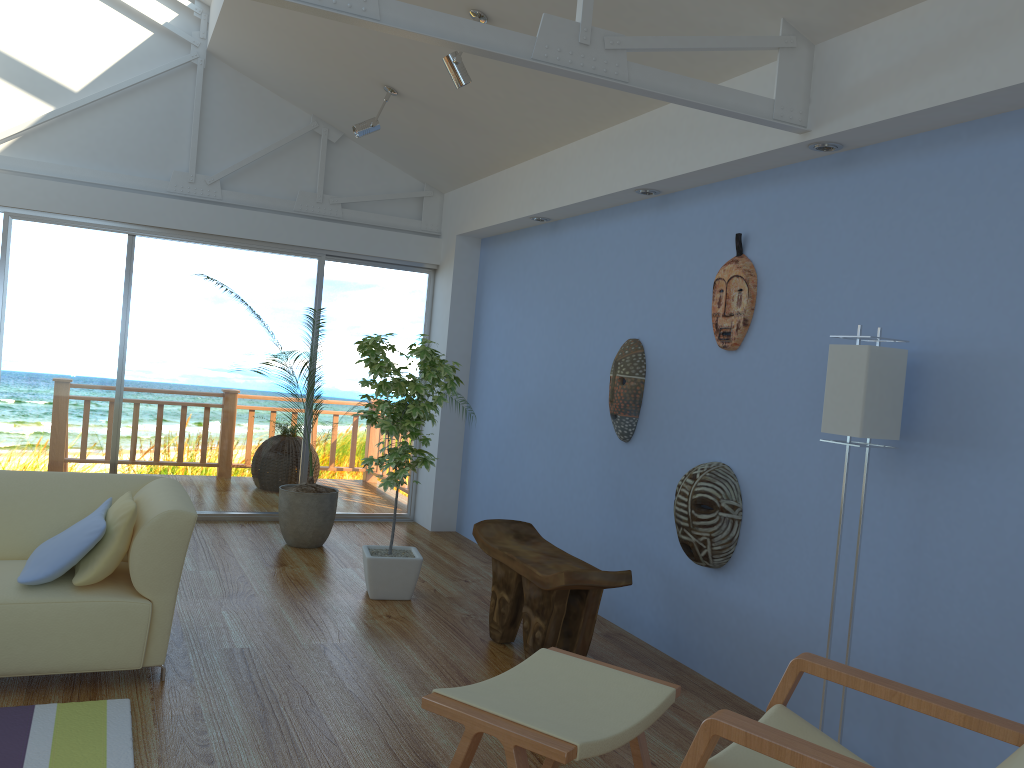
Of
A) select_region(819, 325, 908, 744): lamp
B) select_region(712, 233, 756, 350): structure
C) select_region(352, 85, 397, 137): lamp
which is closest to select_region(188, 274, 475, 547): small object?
select_region(352, 85, 397, 137): lamp

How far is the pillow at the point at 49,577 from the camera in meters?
3.1

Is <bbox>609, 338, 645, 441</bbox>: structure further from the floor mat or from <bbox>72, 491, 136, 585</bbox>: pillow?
the floor mat

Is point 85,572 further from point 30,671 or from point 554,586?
point 554,586

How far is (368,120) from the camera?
5.3m

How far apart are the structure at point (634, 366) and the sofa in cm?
210

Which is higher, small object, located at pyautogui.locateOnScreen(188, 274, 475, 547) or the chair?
the chair

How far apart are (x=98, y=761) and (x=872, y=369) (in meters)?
2.66

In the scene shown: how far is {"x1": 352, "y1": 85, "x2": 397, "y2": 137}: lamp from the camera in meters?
5.3 m

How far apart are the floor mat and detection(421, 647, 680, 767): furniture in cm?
102
